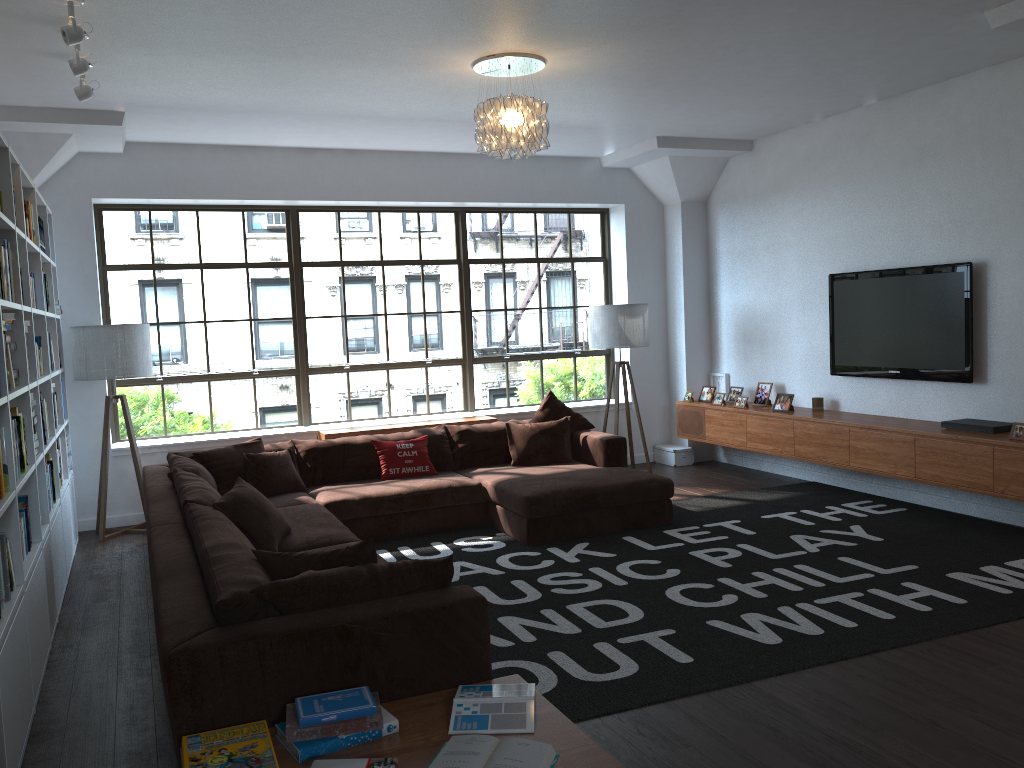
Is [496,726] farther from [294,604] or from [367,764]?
[294,604]

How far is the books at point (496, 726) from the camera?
2.7m

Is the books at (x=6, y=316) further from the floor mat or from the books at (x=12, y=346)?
the floor mat

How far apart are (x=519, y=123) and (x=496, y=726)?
3.5m

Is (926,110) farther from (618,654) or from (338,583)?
(338,583)

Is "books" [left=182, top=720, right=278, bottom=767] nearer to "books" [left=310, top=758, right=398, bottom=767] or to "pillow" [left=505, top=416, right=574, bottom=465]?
"books" [left=310, top=758, right=398, bottom=767]

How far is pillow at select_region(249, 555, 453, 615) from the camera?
3.0m

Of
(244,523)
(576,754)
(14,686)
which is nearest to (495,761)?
(576,754)

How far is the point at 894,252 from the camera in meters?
6.6

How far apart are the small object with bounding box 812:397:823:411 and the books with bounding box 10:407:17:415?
5.7m
